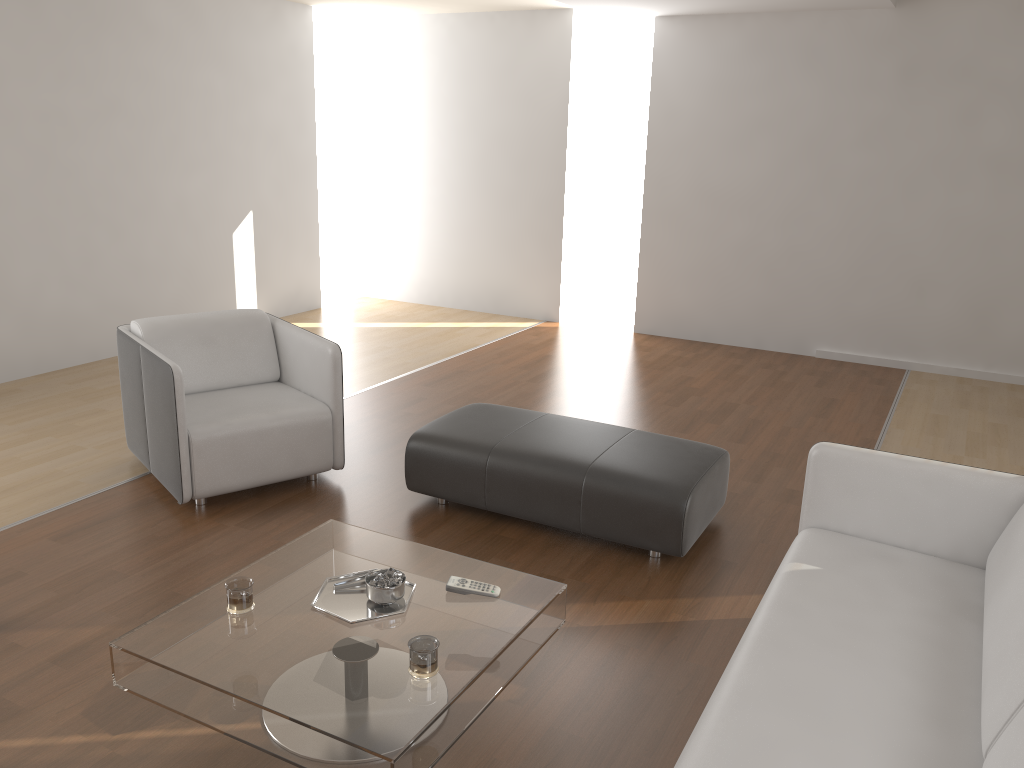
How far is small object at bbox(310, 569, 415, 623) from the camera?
2.5m

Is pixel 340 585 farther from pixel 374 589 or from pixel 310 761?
pixel 310 761

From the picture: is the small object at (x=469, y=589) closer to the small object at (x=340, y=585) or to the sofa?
the small object at (x=340, y=585)

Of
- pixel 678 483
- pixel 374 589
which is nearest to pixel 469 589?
pixel 374 589

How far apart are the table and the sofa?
0.6m

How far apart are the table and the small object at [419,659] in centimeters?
1cm

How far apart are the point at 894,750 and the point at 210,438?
2.84m

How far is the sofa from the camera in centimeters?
187cm

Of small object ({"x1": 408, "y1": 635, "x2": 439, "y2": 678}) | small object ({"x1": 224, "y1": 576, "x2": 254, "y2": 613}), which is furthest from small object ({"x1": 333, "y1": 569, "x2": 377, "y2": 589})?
small object ({"x1": 408, "y1": 635, "x2": 439, "y2": 678})

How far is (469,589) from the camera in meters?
2.6
